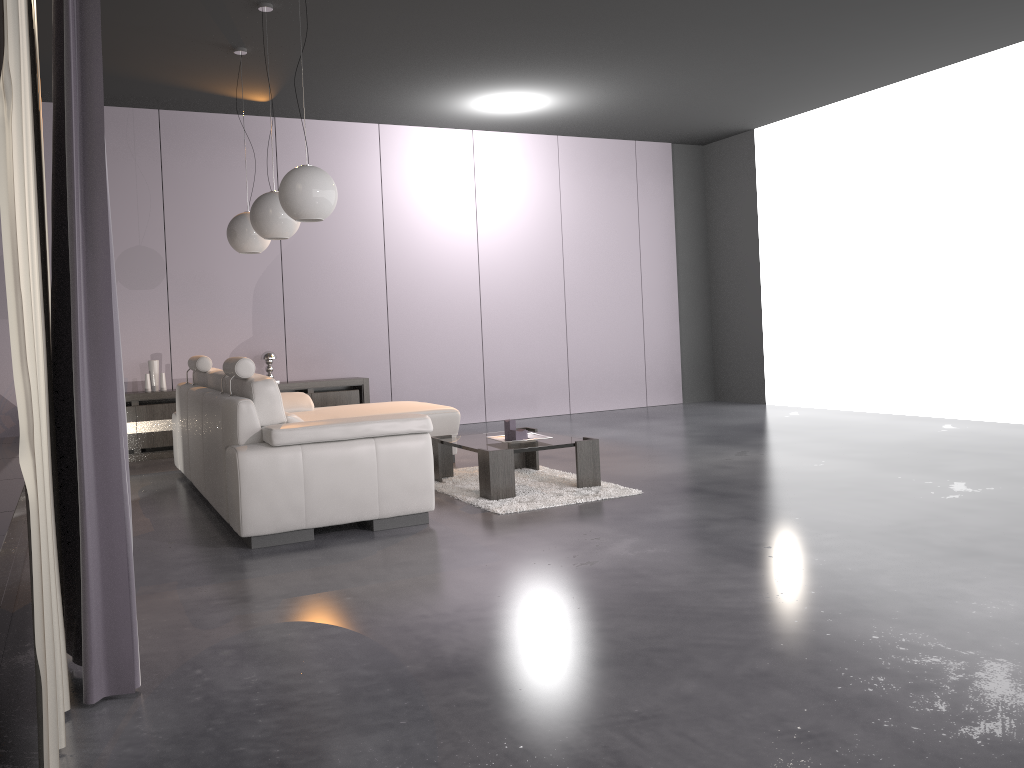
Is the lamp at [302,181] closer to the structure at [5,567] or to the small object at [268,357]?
Result: the structure at [5,567]

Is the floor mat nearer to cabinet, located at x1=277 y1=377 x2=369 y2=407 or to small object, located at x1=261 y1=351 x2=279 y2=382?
cabinet, located at x1=277 y1=377 x2=369 y2=407

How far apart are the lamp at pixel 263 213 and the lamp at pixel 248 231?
0.78m

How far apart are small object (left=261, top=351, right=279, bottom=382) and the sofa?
1.4 meters

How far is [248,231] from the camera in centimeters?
608cm

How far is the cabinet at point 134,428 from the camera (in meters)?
7.26

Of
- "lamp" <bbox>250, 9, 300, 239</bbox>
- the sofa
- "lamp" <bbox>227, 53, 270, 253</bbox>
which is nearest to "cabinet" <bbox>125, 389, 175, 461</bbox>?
Answer: the sofa

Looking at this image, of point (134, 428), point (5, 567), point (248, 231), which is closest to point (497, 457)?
point (5, 567)

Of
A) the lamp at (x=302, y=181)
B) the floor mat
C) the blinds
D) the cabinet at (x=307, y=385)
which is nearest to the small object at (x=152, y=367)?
the cabinet at (x=307, y=385)

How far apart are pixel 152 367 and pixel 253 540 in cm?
406
